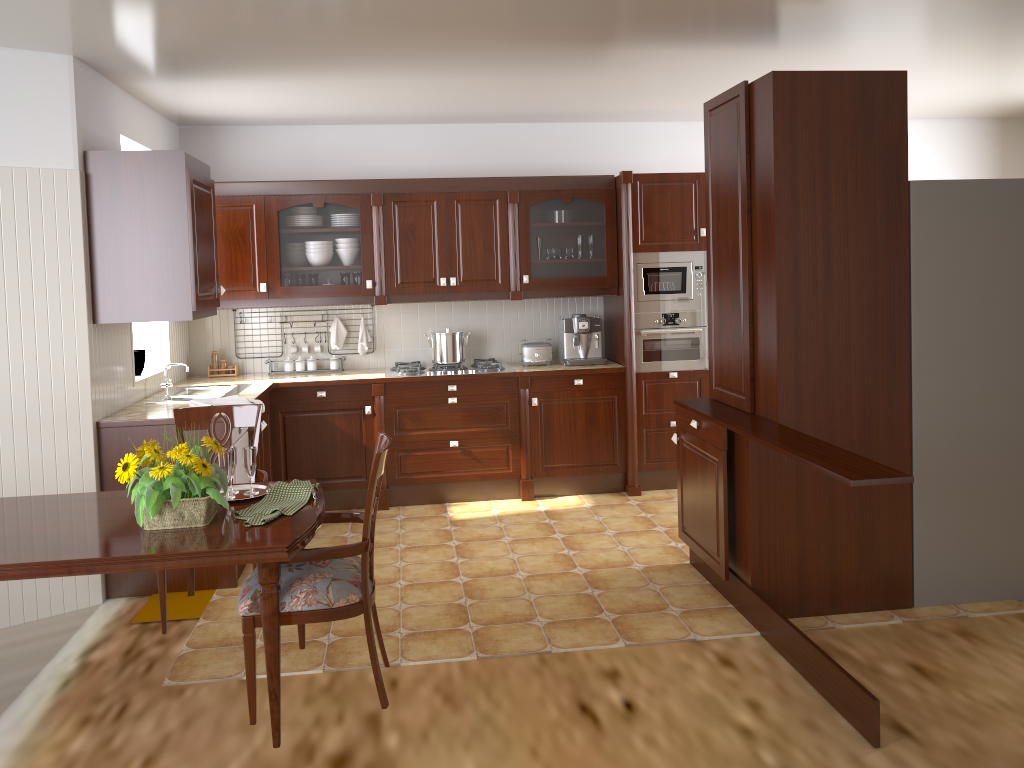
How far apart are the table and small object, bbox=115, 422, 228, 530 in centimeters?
2cm

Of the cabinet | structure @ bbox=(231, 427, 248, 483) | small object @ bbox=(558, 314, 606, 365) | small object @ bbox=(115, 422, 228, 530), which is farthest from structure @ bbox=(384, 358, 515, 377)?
small object @ bbox=(115, 422, 228, 530)

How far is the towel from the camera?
4.3 meters

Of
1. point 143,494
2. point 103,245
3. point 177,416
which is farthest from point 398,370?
point 143,494

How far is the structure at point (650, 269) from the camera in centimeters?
557cm

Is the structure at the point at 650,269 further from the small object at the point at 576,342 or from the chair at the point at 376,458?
the chair at the point at 376,458

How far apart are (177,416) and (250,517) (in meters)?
1.11

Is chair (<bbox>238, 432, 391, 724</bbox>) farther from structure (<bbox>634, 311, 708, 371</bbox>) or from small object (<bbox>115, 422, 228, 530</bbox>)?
structure (<bbox>634, 311, 708, 371</bbox>)

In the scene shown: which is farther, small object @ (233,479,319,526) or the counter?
the counter

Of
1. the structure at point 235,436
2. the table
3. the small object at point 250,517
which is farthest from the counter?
the small object at point 250,517
